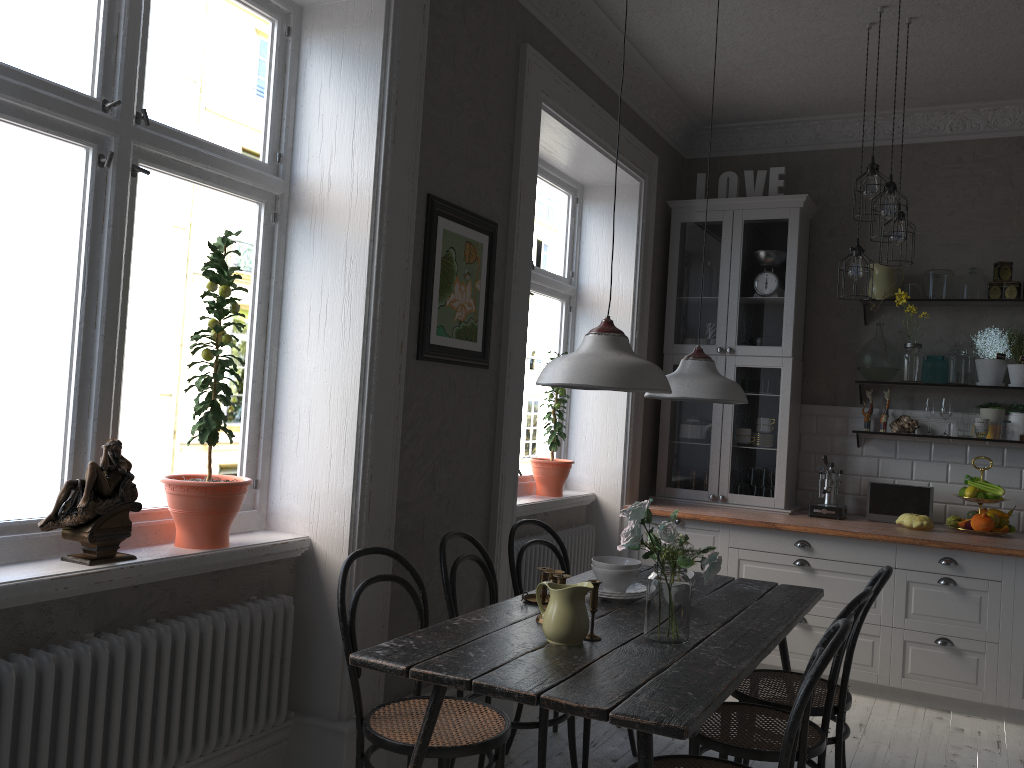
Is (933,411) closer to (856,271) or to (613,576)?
(856,271)

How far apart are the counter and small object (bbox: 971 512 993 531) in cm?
7

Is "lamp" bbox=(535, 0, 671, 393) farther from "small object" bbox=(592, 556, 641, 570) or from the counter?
the counter

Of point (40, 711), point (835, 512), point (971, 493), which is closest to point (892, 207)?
point (971, 493)

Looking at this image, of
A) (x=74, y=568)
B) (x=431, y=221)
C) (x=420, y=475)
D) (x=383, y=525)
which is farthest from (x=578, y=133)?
(x=74, y=568)

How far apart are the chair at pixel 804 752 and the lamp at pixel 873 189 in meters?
2.0 m

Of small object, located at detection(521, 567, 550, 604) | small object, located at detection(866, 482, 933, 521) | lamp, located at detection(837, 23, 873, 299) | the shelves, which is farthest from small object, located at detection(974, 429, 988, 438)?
small object, located at detection(521, 567, 550, 604)

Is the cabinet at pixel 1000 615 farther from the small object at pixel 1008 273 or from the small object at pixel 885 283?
the small object at pixel 1008 273

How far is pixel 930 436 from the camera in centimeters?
500cm

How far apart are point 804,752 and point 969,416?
3.1m
